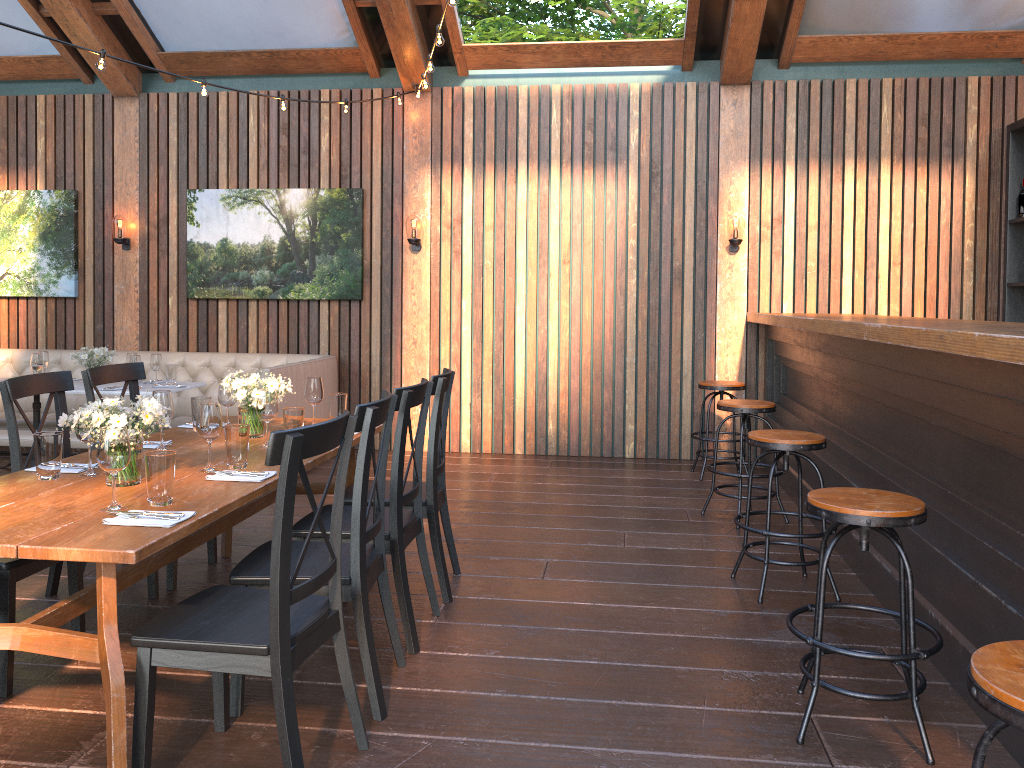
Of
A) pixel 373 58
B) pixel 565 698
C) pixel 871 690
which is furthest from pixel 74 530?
pixel 373 58

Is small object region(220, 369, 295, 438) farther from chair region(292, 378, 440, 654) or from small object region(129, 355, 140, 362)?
small object region(129, 355, 140, 362)

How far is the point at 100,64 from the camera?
4.7m

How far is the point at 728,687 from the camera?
3.19m

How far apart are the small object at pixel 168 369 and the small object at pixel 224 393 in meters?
3.0

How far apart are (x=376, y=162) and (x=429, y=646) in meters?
5.3

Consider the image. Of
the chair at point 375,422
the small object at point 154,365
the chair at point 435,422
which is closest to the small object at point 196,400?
the chair at point 435,422

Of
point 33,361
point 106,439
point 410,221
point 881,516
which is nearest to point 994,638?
point 881,516

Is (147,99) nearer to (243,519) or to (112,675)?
(243,519)

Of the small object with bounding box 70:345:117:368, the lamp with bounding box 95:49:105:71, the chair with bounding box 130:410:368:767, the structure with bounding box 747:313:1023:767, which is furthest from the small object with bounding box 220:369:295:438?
the small object with bounding box 70:345:117:368
